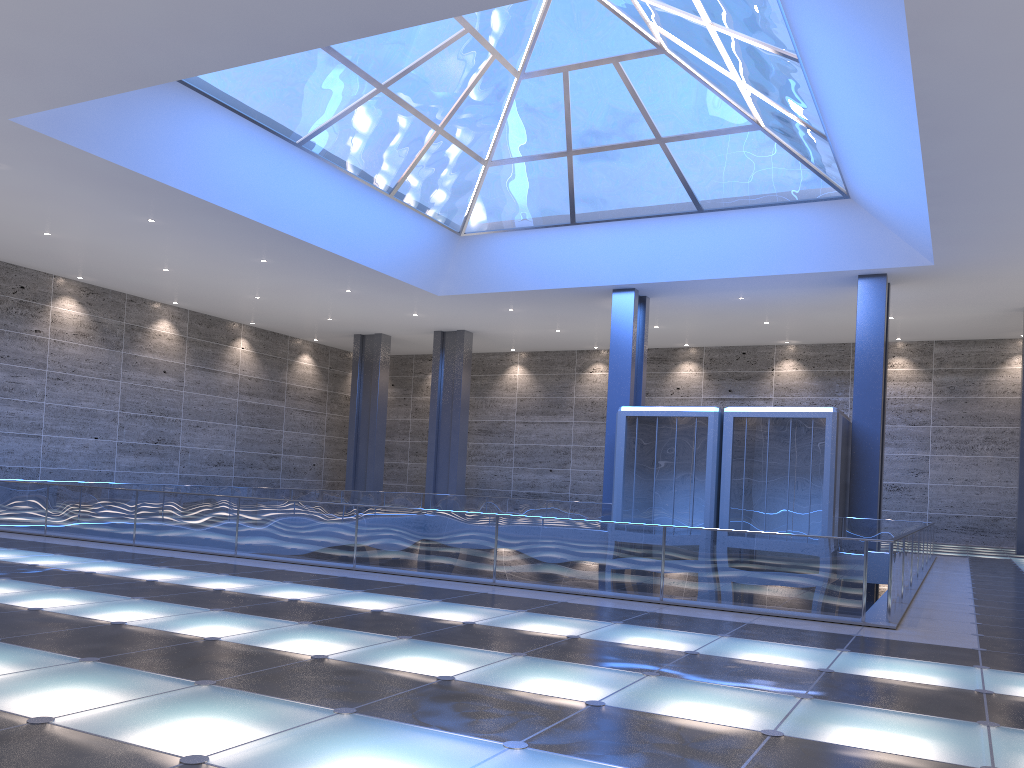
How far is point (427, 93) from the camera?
26.5 meters

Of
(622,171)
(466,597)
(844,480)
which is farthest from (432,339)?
(466,597)
